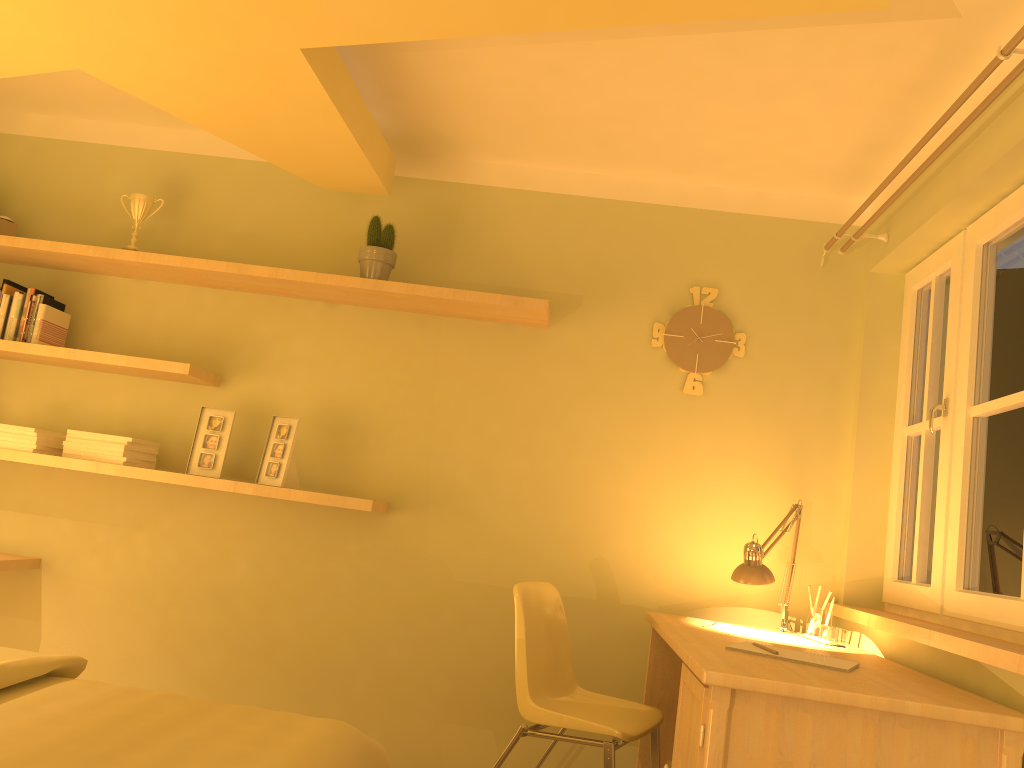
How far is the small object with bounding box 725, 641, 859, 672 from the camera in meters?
2.2 m

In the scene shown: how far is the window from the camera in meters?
2.4 m

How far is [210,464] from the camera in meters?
3.3

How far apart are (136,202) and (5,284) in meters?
0.6 m

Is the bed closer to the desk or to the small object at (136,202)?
the desk

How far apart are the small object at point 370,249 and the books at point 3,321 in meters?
1.4

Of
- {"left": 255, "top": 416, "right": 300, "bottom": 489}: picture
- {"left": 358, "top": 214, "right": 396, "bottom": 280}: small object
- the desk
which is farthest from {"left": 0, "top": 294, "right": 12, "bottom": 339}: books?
the desk

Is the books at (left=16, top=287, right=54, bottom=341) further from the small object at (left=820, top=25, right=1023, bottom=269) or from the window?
the window

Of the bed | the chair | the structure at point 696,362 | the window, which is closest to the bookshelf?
the structure at point 696,362

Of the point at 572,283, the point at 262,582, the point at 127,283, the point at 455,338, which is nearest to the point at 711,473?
the point at 572,283
